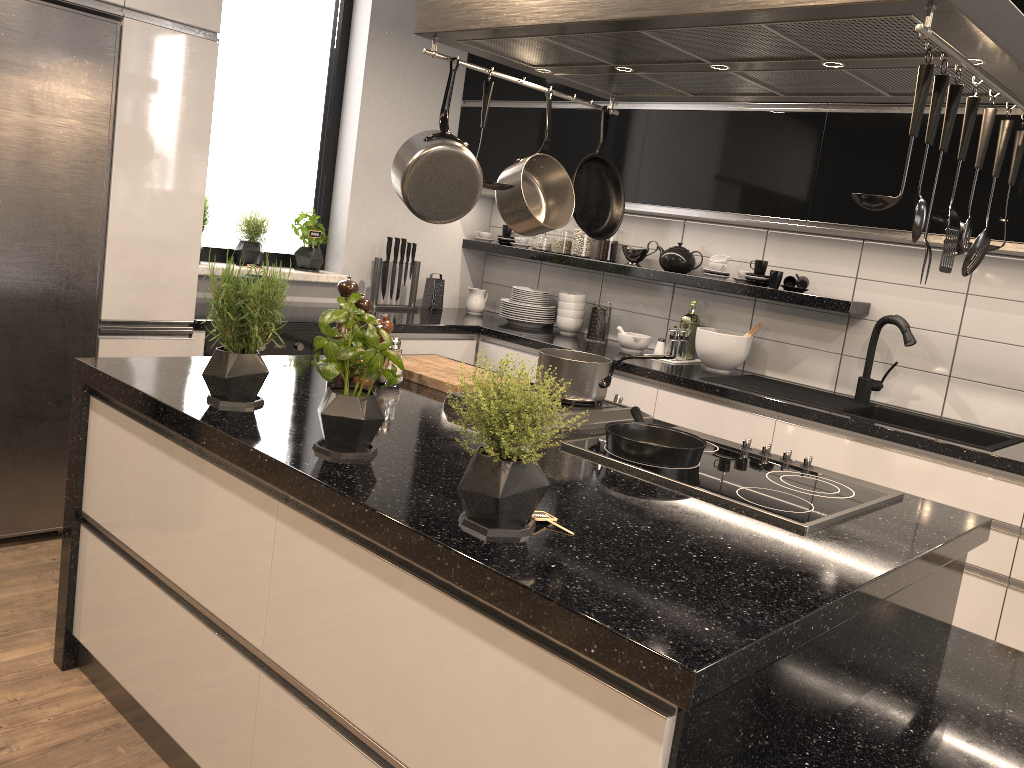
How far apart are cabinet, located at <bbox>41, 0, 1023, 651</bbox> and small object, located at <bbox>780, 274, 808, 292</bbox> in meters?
0.3

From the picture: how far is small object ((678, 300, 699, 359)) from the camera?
4.2m

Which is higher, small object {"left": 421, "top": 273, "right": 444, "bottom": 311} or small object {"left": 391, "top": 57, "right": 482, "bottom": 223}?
small object {"left": 391, "top": 57, "right": 482, "bottom": 223}

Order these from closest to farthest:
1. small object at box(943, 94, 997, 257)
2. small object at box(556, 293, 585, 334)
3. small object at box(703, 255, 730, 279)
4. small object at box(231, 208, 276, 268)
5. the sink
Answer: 1. small object at box(943, 94, 997, 257)
2. the sink
3. small object at box(703, 255, 730, 279)
4. small object at box(231, 208, 276, 268)
5. small object at box(556, 293, 585, 334)

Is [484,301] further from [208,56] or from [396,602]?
[396,602]

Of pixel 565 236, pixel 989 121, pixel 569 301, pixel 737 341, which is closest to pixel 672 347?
pixel 737 341

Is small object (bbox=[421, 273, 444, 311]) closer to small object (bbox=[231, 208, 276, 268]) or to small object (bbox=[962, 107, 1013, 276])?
small object (bbox=[231, 208, 276, 268])

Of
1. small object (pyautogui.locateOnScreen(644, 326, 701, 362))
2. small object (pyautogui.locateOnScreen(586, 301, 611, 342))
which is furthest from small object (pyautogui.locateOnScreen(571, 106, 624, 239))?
small object (pyautogui.locateOnScreen(586, 301, 611, 342))

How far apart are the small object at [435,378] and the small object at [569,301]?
Answer: 1.81m

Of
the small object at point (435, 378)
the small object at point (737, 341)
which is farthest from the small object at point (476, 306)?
the small object at point (435, 378)
